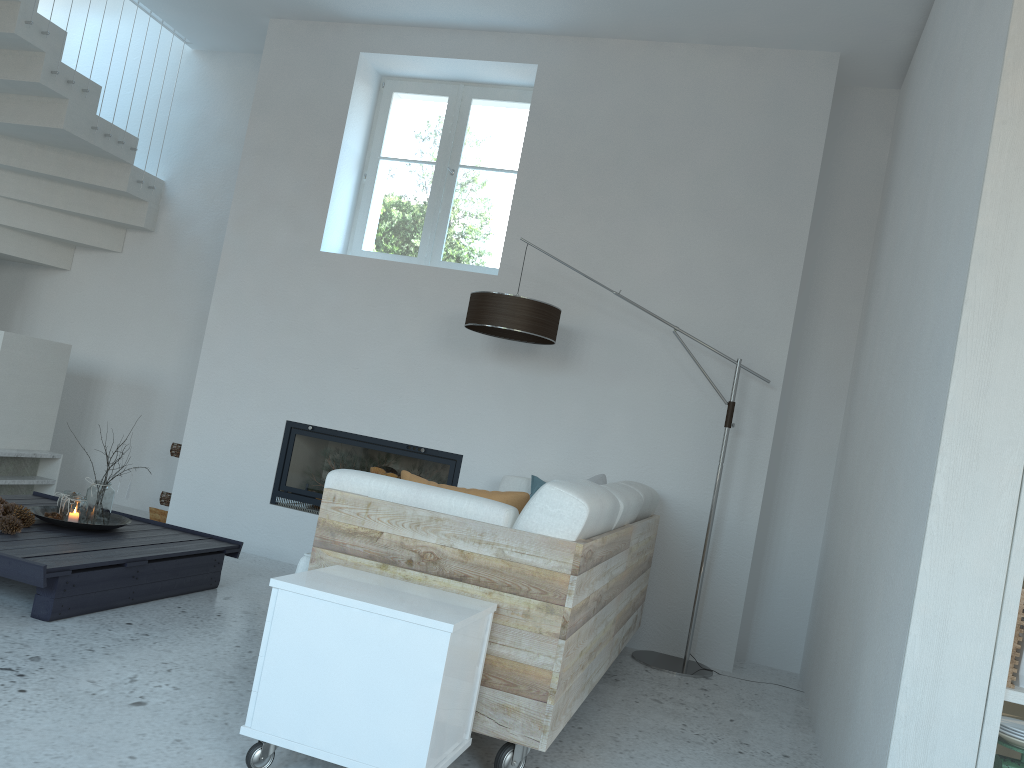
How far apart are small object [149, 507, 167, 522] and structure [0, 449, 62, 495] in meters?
0.6

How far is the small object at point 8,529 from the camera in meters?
3.5

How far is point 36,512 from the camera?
3.97m

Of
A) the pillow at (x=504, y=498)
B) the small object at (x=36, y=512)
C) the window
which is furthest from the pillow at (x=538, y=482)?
the small object at (x=36, y=512)

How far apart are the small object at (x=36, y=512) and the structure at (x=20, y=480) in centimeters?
117cm

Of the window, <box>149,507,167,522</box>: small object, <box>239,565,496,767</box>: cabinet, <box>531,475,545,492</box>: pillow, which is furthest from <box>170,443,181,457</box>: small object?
<box>239,565,496,767</box>: cabinet

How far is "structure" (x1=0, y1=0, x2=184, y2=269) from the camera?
5.14m

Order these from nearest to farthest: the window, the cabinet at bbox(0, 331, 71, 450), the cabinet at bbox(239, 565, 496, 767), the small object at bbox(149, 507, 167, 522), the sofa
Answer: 1. the cabinet at bbox(239, 565, 496, 767)
2. the sofa
3. the cabinet at bbox(0, 331, 71, 450)
4. the window
5. the small object at bbox(149, 507, 167, 522)

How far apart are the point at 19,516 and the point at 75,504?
0.2m

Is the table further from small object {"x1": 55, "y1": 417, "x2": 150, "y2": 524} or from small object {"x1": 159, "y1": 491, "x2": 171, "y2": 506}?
small object {"x1": 159, "y1": 491, "x2": 171, "y2": 506}
